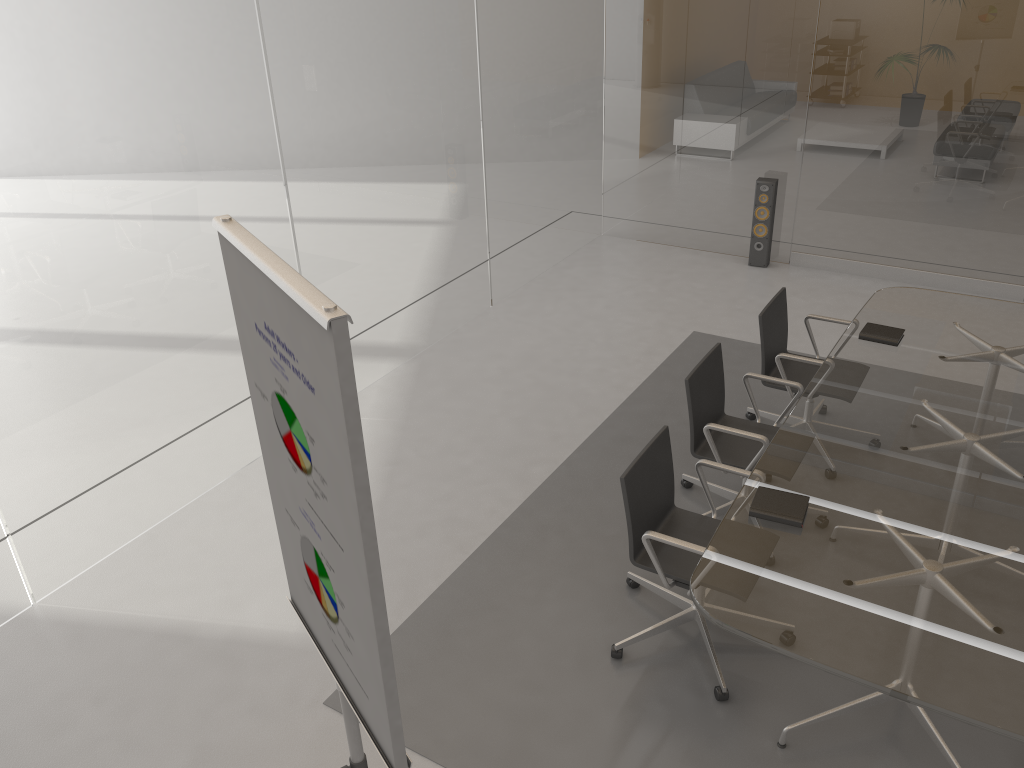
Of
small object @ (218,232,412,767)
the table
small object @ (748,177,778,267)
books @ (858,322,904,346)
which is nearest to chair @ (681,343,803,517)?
the table

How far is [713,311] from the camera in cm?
650

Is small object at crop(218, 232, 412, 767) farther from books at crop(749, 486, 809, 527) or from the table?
books at crop(749, 486, 809, 527)

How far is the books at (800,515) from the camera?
3.1 meters

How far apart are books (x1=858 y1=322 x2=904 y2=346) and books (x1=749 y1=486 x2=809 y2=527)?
1.5m

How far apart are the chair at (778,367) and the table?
0.1m

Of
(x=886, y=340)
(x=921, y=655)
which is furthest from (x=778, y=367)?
(x=921, y=655)

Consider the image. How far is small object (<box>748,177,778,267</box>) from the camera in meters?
6.9

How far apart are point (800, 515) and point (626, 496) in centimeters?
61cm

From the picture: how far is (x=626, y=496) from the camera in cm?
326
